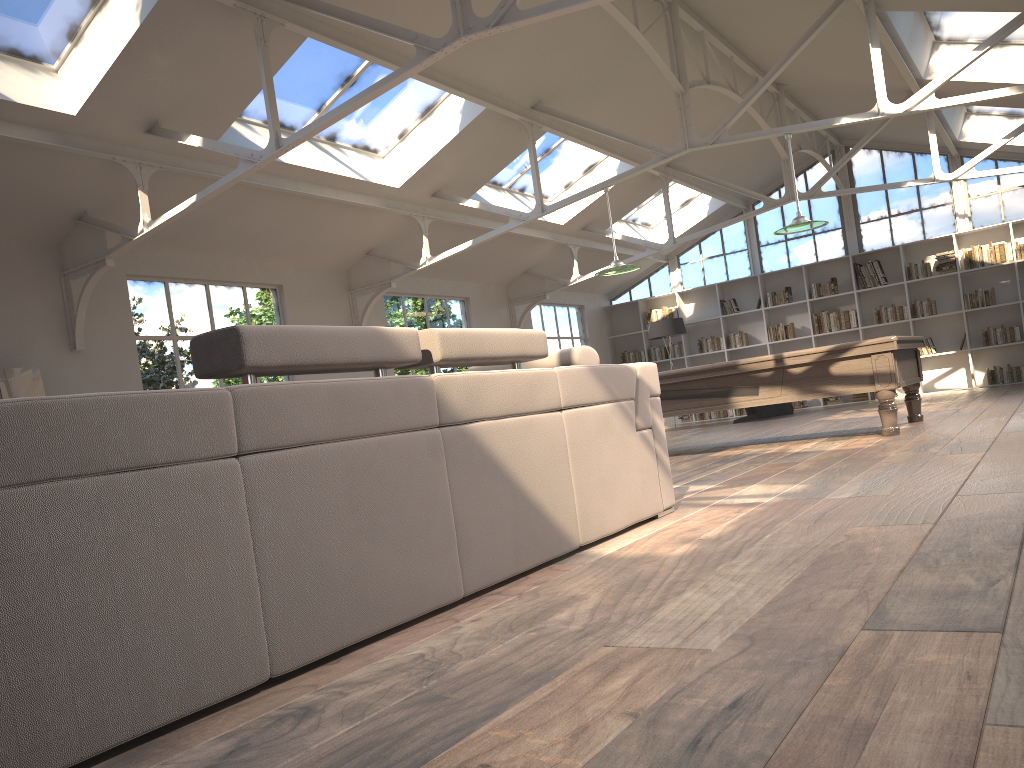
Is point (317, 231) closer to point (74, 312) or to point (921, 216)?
point (74, 312)

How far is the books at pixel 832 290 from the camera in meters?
14.6 m

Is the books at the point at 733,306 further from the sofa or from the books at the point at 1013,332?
the sofa

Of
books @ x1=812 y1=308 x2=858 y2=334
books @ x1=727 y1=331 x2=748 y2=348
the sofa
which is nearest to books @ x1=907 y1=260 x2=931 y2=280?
books @ x1=812 y1=308 x2=858 y2=334

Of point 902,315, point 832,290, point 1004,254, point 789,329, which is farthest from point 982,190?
point 789,329

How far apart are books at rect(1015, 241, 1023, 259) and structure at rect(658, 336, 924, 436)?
6.60m

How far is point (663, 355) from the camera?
16.1m

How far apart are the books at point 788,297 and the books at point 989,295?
2.67m

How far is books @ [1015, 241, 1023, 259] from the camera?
13.1m

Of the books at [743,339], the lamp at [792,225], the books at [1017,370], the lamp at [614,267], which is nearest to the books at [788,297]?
the books at [743,339]
